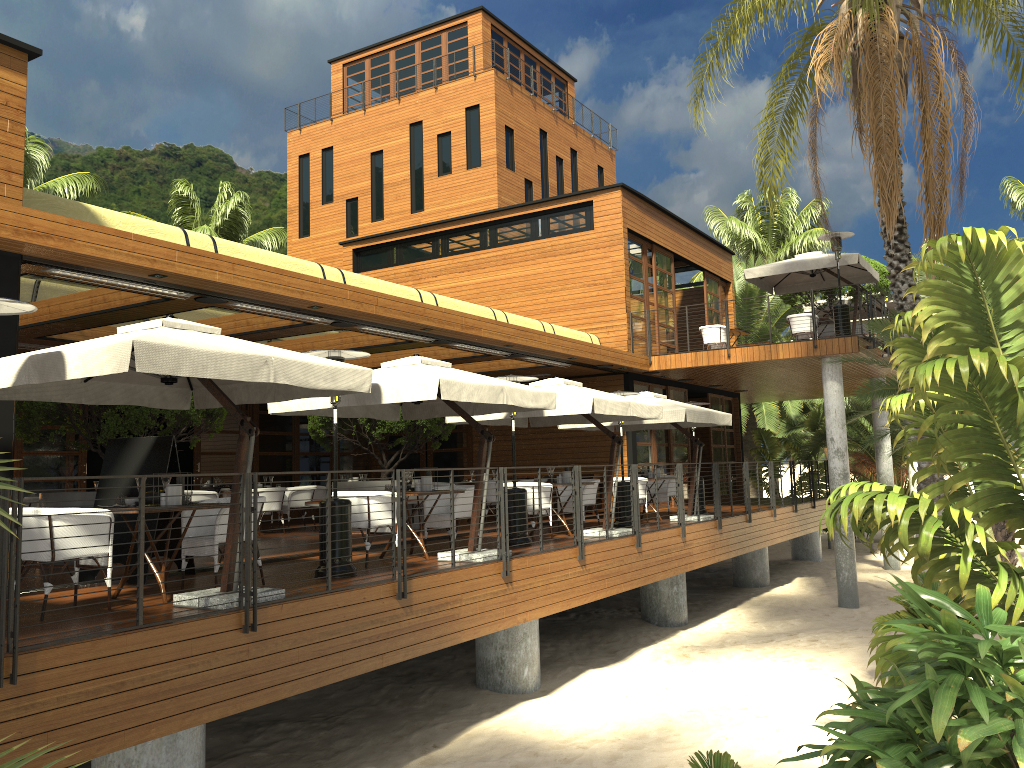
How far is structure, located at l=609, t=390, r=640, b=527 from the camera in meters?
14.0

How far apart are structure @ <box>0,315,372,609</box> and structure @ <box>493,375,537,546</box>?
3.78m

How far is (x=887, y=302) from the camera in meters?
22.6 m

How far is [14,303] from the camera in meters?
5.9 m

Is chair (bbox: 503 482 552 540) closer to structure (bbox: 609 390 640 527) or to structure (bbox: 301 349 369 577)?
structure (bbox: 609 390 640 527)

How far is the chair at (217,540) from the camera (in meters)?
7.55

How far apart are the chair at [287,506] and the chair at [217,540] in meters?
8.0 m

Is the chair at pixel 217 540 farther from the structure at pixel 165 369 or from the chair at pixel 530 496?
the chair at pixel 530 496

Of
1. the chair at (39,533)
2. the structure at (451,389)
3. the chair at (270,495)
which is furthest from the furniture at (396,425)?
the chair at (39,533)

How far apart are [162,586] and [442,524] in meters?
4.1 m
